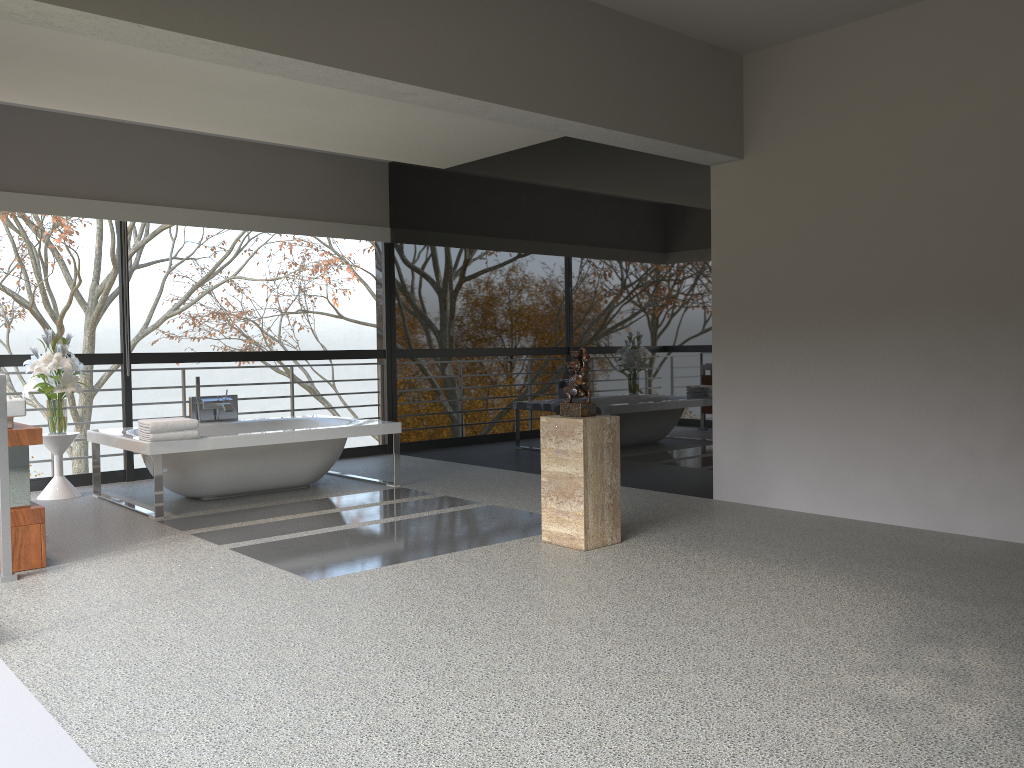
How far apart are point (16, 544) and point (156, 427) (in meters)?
1.43

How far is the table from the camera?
6.59m

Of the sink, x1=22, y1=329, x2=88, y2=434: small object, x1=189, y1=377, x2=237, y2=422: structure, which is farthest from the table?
the sink

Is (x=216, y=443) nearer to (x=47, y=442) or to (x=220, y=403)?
(x=220, y=403)

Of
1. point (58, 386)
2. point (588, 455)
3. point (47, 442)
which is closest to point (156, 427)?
point (58, 386)

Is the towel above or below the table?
above

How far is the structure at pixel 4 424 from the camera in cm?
422

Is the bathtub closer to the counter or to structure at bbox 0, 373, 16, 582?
the counter

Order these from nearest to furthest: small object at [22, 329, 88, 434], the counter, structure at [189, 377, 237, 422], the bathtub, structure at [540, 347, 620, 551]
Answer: the counter, structure at [540, 347, 620, 551], the bathtub, small object at [22, 329, 88, 434], structure at [189, 377, 237, 422]

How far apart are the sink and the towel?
1.3 meters
